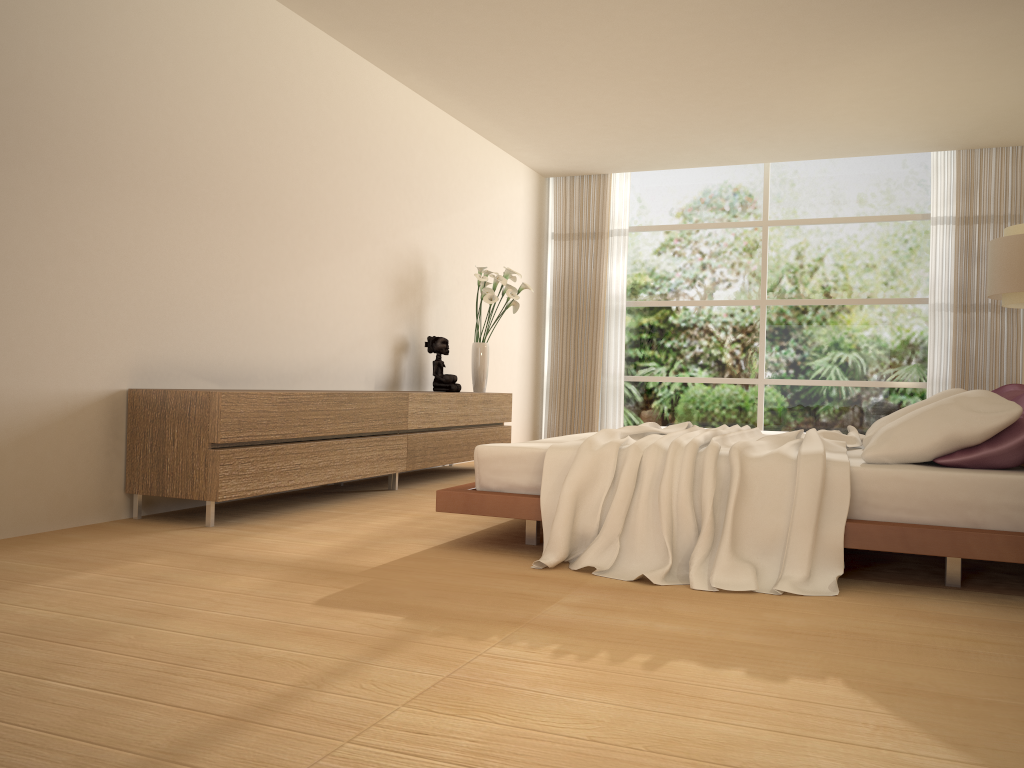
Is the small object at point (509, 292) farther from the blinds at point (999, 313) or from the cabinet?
the blinds at point (999, 313)

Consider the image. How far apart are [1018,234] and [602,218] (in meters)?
4.40

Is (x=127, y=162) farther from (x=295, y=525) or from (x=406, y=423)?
(x=406, y=423)

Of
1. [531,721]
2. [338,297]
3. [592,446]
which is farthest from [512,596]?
[338,297]

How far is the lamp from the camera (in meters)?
6.43

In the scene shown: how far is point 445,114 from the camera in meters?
7.7

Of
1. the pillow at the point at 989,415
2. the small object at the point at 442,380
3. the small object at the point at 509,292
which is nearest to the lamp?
the pillow at the point at 989,415

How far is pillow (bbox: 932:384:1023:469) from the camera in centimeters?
332cm

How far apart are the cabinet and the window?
2.7m

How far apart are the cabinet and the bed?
1.1m
